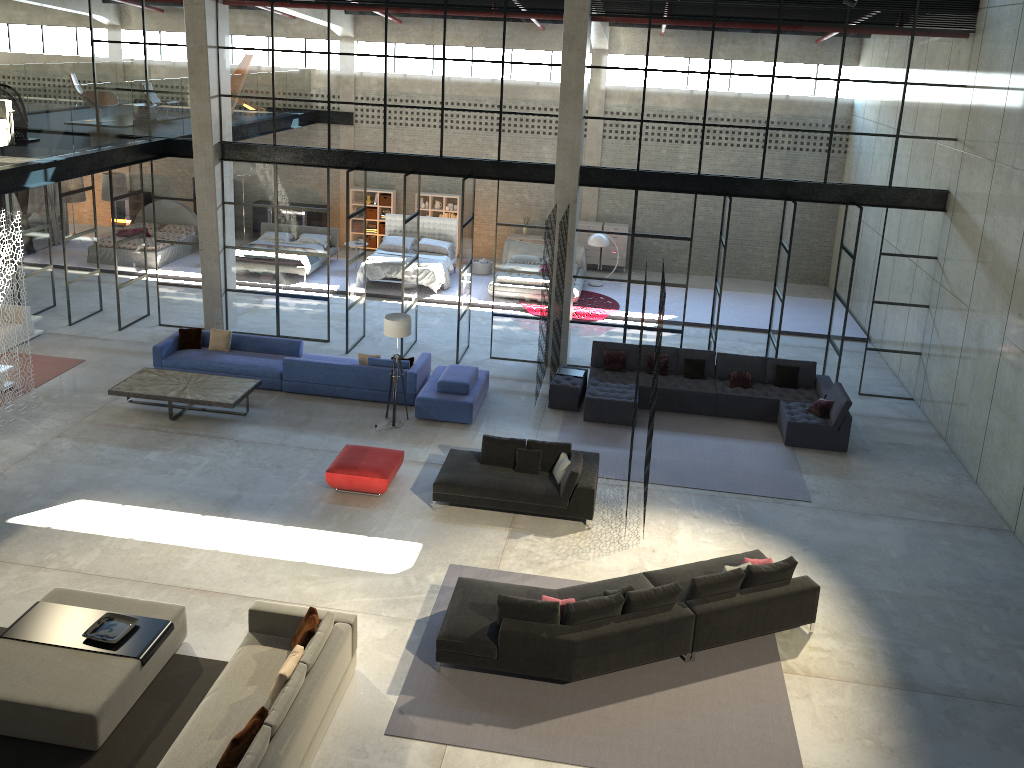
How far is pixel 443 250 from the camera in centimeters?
2160cm

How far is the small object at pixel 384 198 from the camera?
23.9 meters

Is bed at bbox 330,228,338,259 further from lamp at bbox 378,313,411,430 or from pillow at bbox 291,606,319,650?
pillow at bbox 291,606,319,650

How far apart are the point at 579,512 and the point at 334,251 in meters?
13.5 m

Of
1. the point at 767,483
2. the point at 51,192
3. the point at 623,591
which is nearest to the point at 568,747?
the point at 623,591

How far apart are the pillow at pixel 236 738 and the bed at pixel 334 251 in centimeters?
1666cm

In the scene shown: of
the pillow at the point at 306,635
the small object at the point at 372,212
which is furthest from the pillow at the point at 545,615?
the small object at the point at 372,212

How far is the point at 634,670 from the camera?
9.1 meters

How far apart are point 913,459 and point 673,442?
3.8m

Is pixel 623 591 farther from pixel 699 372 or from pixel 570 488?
pixel 699 372
